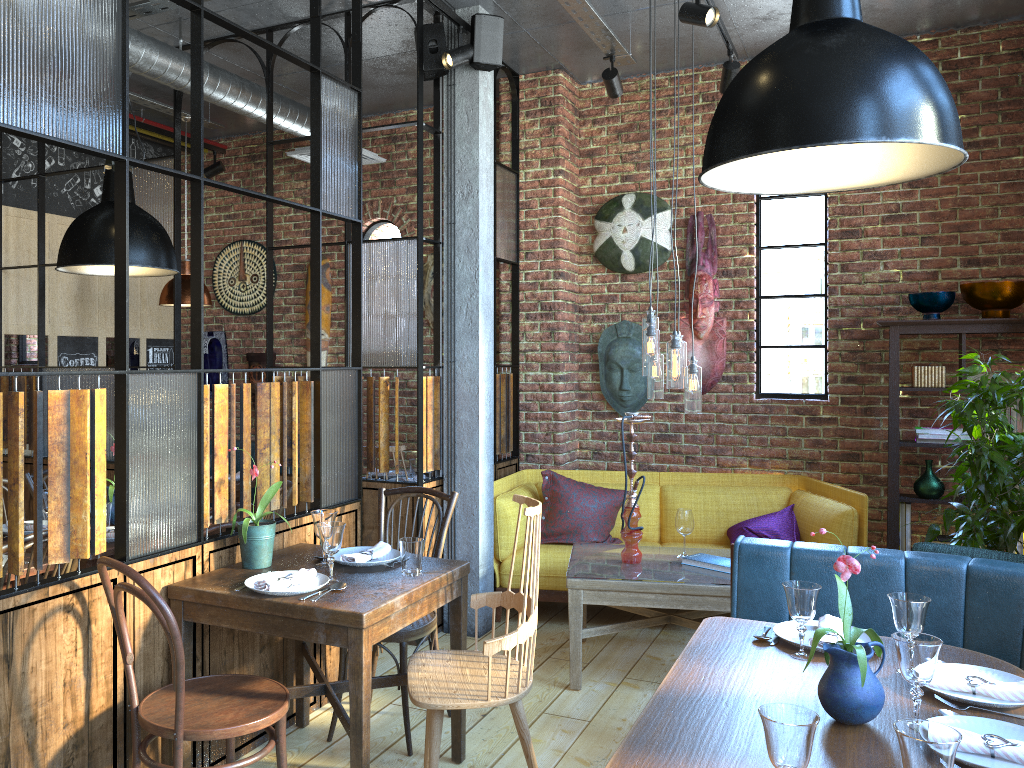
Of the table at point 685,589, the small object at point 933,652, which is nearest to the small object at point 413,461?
the table at point 685,589

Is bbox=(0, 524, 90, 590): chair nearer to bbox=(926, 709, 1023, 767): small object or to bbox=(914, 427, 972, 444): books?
bbox=(926, 709, 1023, 767): small object

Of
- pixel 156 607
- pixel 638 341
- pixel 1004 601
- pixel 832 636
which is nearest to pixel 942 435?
pixel 638 341

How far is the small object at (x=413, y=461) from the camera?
5.4m

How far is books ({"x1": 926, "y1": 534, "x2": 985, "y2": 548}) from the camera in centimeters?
495cm

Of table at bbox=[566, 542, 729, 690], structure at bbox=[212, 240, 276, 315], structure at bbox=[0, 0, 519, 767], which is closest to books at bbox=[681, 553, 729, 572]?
table at bbox=[566, 542, 729, 690]

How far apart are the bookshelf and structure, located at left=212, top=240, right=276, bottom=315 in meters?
4.5

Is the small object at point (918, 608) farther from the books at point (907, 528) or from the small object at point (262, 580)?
the books at point (907, 528)

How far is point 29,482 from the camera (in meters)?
4.20

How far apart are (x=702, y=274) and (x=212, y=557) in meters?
3.6 m
